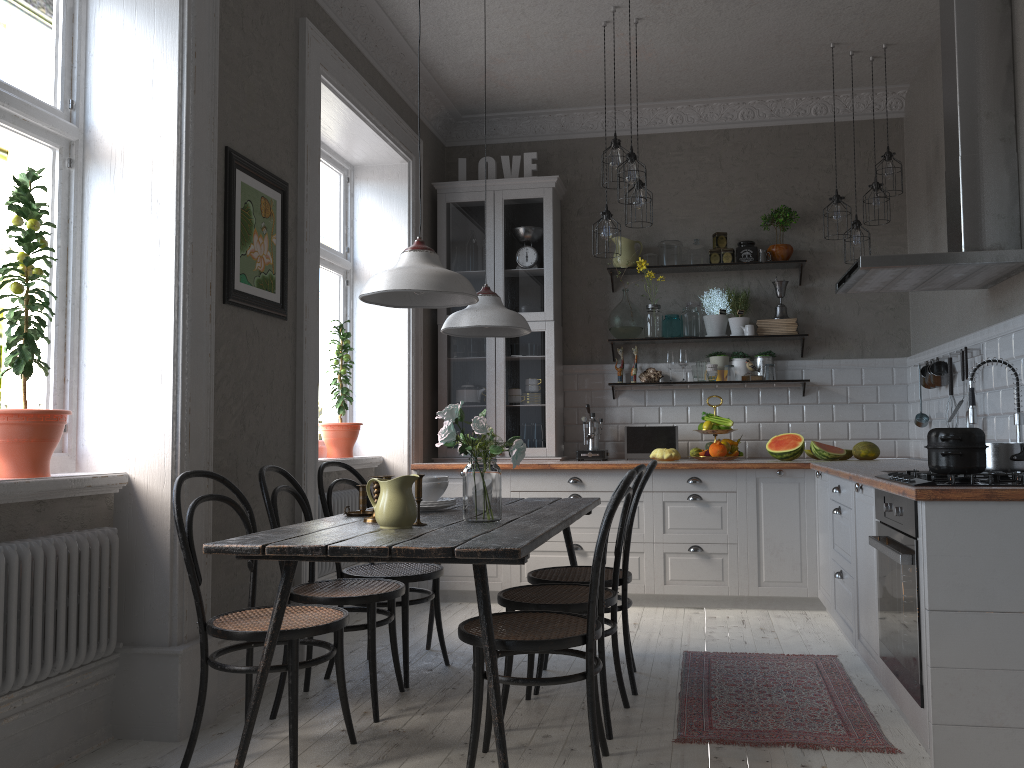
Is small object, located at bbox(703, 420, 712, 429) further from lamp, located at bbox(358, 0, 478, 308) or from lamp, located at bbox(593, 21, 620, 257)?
lamp, located at bbox(358, 0, 478, 308)

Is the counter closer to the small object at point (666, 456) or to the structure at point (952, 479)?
the structure at point (952, 479)

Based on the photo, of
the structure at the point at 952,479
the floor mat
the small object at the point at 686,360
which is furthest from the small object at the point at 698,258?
the structure at the point at 952,479

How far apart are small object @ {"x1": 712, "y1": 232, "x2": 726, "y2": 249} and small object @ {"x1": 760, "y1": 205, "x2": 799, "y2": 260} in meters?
0.3 m

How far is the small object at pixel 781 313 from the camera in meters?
5.8 m

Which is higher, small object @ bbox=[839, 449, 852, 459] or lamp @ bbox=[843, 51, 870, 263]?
lamp @ bbox=[843, 51, 870, 263]

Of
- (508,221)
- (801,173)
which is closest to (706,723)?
(508,221)

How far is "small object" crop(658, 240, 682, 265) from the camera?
5.9m

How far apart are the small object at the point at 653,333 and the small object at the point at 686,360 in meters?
0.2

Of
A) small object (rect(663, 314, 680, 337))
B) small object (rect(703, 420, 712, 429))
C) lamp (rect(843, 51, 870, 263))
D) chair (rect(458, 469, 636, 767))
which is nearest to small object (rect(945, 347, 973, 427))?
lamp (rect(843, 51, 870, 263))
